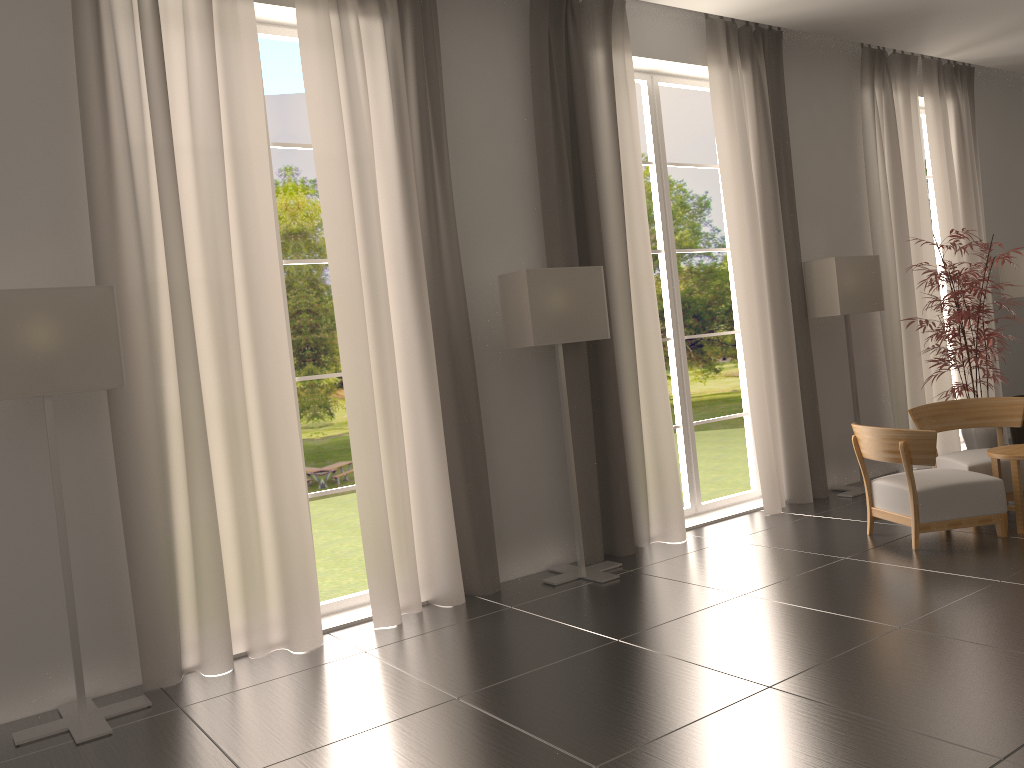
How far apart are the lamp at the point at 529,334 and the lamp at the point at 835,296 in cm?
401

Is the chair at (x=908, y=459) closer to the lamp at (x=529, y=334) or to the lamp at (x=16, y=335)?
the lamp at (x=529, y=334)

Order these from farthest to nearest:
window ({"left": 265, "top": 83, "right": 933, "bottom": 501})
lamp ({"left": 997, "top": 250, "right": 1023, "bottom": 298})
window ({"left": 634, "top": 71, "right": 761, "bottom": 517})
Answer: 1. window ({"left": 265, "top": 83, "right": 933, "bottom": 501})
2. lamp ({"left": 997, "top": 250, "right": 1023, "bottom": 298})
3. window ({"left": 634, "top": 71, "right": 761, "bottom": 517})

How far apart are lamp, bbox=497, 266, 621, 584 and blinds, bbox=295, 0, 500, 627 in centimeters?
41cm

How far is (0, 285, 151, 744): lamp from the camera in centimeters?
618cm

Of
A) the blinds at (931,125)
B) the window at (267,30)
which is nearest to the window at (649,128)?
the blinds at (931,125)

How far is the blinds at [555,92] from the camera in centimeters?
966cm

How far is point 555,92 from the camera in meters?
9.7 m

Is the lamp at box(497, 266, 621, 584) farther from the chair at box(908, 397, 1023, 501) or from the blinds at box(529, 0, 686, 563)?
the chair at box(908, 397, 1023, 501)

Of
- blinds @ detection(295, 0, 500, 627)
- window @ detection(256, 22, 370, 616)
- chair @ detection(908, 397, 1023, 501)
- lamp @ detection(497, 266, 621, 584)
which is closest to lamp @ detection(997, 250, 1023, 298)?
chair @ detection(908, 397, 1023, 501)
